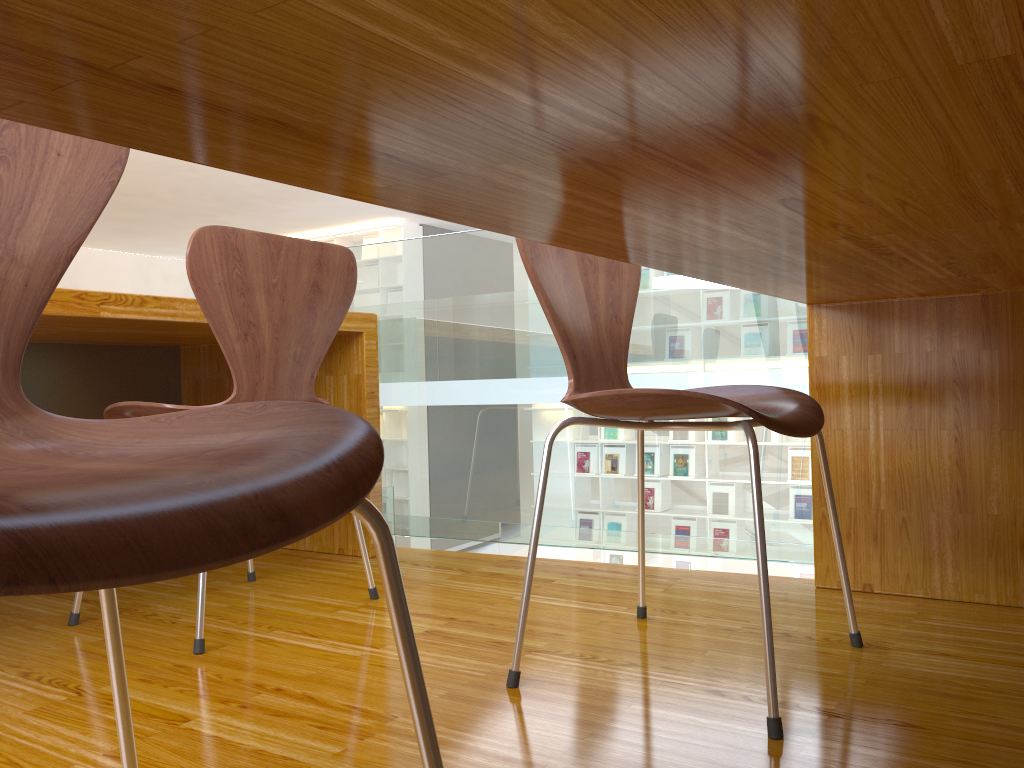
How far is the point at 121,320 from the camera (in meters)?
1.67

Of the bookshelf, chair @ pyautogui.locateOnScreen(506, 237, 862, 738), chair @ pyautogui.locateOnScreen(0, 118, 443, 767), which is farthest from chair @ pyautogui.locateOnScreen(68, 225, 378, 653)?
the bookshelf

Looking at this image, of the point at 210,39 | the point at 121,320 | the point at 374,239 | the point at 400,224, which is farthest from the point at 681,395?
the point at 374,239

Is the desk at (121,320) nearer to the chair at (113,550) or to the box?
the chair at (113,550)

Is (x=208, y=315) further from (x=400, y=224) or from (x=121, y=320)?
(x=400, y=224)

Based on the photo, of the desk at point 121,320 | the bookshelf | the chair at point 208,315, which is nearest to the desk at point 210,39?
the chair at point 208,315

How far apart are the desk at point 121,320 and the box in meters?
7.9

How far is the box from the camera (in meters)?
10.28

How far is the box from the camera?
10.3 meters

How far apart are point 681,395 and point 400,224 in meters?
9.2
